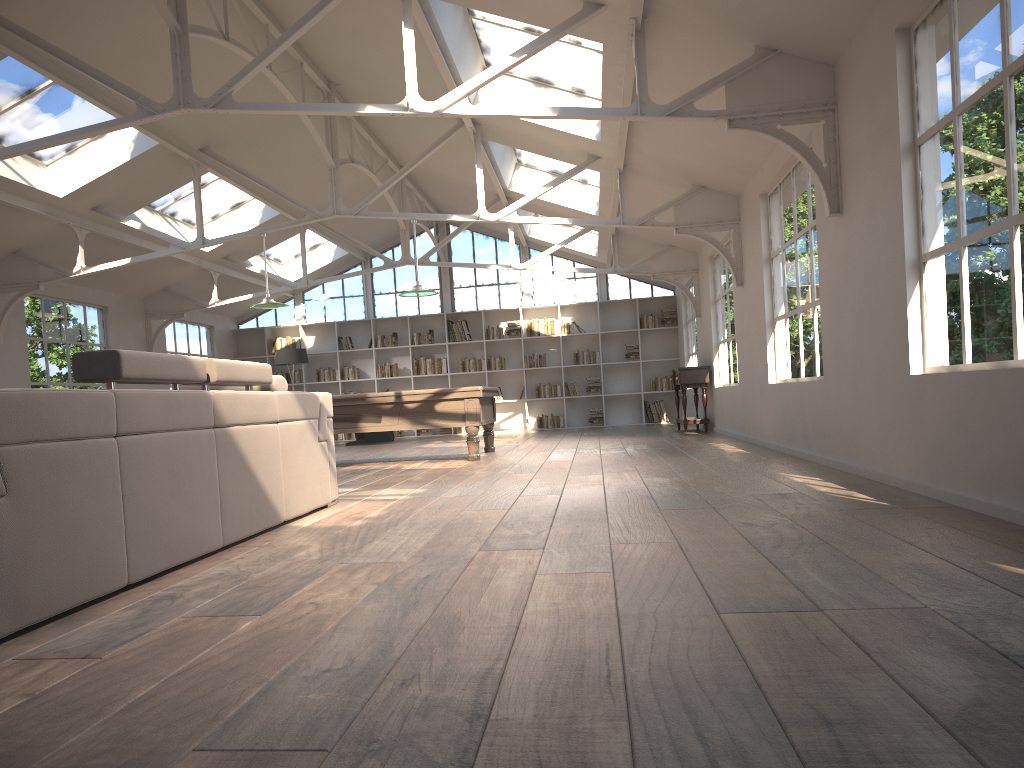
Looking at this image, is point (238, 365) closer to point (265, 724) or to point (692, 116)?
point (265, 724)

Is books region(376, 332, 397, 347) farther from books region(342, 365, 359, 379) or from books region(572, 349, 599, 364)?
books region(572, 349, 599, 364)

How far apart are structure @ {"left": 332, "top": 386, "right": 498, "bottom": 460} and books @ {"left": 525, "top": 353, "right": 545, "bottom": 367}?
6.49m

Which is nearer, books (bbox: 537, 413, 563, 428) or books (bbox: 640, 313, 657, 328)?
books (bbox: 640, 313, 657, 328)

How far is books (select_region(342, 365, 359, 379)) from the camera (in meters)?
17.07

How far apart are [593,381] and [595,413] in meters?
0.6

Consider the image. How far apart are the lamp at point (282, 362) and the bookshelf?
1.4m

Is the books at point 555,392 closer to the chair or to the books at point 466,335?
the books at point 466,335

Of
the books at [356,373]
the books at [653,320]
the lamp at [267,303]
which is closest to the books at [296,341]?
the books at [356,373]

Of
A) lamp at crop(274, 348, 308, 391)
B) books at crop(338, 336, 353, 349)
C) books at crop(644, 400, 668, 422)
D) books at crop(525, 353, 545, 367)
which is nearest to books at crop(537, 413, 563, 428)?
books at crop(525, 353, 545, 367)
